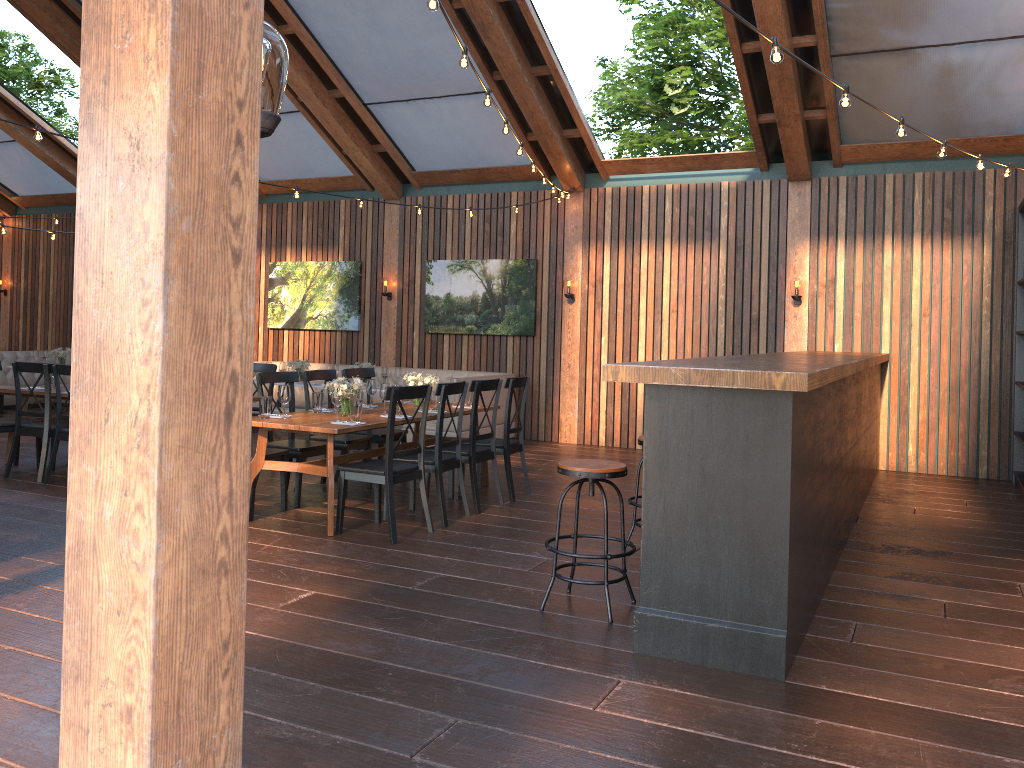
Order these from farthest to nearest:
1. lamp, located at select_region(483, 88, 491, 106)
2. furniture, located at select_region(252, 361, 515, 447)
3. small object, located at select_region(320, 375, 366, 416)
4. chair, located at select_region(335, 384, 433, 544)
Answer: furniture, located at select_region(252, 361, 515, 447) → small object, located at select_region(320, 375, 366, 416) → chair, located at select_region(335, 384, 433, 544) → lamp, located at select_region(483, 88, 491, 106)

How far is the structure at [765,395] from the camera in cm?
371

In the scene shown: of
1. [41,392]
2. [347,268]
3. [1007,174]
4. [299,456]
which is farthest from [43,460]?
[1007,174]

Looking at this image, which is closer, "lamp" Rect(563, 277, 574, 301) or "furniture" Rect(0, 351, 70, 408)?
"lamp" Rect(563, 277, 574, 301)

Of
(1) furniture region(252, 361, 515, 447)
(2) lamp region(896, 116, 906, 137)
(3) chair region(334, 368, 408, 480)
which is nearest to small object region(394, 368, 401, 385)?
(1) furniture region(252, 361, 515, 447)

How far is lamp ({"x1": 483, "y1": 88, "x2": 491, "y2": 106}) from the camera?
5.36m

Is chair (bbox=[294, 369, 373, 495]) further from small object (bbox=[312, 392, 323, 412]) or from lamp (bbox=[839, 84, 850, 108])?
lamp (bbox=[839, 84, 850, 108])

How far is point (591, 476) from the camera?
4.4m

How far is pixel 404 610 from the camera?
4.5 meters

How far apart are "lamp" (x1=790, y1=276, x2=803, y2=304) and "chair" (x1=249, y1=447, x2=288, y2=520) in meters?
6.0 m
